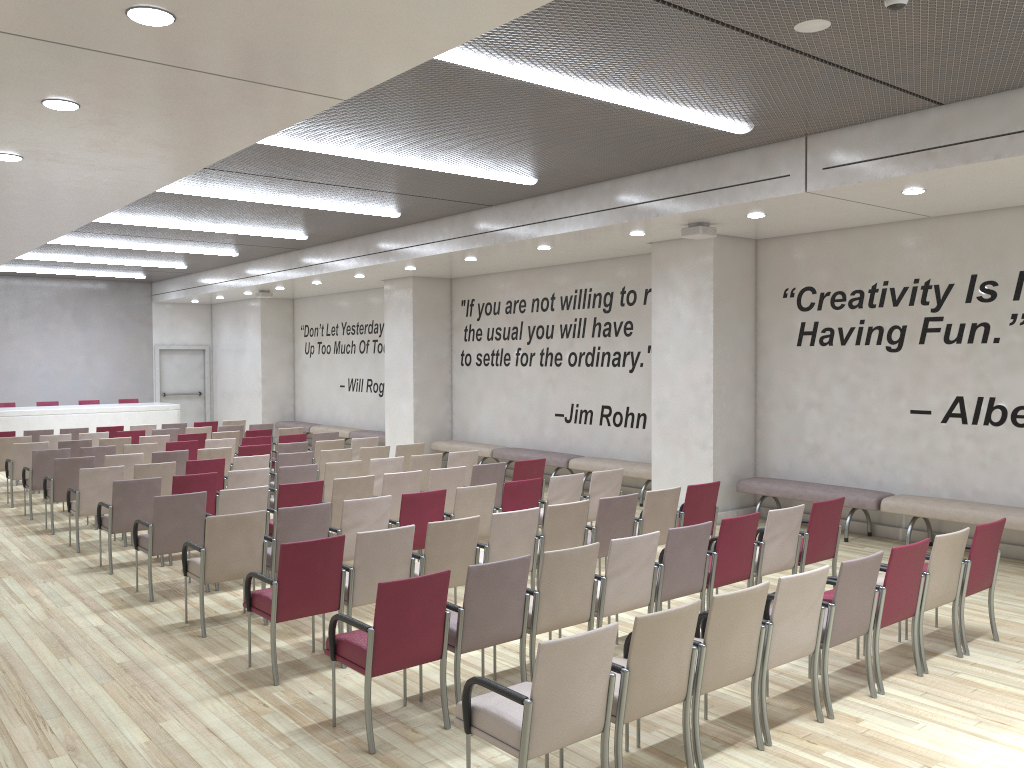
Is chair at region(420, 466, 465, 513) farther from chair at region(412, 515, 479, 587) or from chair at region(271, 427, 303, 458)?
chair at region(271, 427, 303, 458)

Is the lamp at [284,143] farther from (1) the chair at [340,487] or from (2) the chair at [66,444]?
(2) the chair at [66,444]

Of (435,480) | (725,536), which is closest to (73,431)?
(435,480)

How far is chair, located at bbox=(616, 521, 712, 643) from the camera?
5.9m

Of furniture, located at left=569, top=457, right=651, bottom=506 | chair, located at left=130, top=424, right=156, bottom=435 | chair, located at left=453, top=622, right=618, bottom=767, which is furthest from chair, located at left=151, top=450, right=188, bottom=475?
chair, located at left=453, top=622, right=618, bottom=767

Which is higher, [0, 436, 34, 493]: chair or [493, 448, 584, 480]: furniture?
[0, 436, 34, 493]: chair

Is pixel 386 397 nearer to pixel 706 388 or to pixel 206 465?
pixel 206 465

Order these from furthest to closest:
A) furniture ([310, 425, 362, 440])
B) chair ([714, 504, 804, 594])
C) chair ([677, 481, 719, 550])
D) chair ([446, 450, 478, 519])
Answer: furniture ([310, 425, 362, 440]) → chair ([446, 450, 478, 519]) → chair ([677, 481, 719, 550]) → chair ([714, 504, 804, 594])

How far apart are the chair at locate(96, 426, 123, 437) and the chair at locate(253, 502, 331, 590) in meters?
9.6

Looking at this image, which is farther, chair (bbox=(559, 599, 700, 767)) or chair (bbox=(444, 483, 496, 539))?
chair (bbox=(444, 483, 496, 539))
